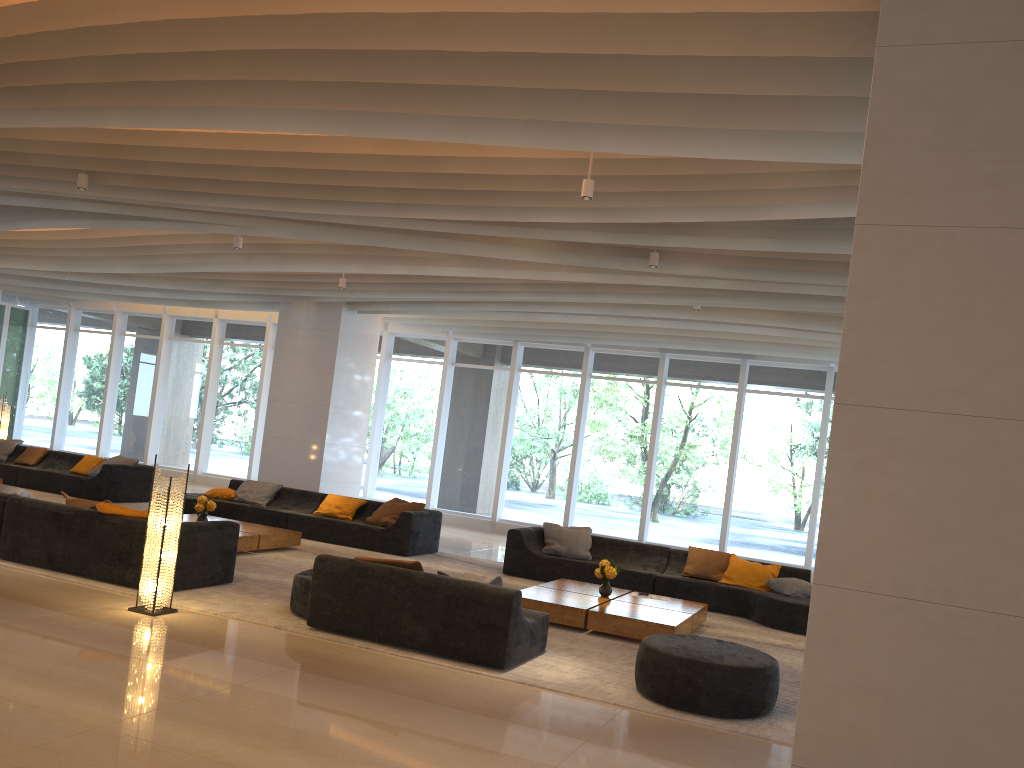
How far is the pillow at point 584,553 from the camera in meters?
11.0 m

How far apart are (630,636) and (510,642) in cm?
185

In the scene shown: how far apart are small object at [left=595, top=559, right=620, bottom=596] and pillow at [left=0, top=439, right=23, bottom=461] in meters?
Answer: 11.1 m

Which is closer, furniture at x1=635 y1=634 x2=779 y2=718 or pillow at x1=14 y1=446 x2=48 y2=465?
furniture at x1=635 y1=634 x2=779 y2=718

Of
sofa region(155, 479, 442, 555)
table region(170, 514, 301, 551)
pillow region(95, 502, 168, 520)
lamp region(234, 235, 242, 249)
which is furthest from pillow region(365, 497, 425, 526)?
pillow region(95, 502, 168, 520)

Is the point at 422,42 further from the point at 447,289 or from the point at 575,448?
the point at 575,448

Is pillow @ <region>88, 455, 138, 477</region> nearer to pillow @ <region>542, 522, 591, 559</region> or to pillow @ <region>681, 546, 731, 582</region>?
pillow @ <region>542, 522, 591, 559</region>

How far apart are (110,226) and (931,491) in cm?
989

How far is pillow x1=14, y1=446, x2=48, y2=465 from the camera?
14.36m

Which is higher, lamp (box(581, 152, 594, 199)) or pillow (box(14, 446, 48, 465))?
lamp (box(581, 152, 594, 199))
